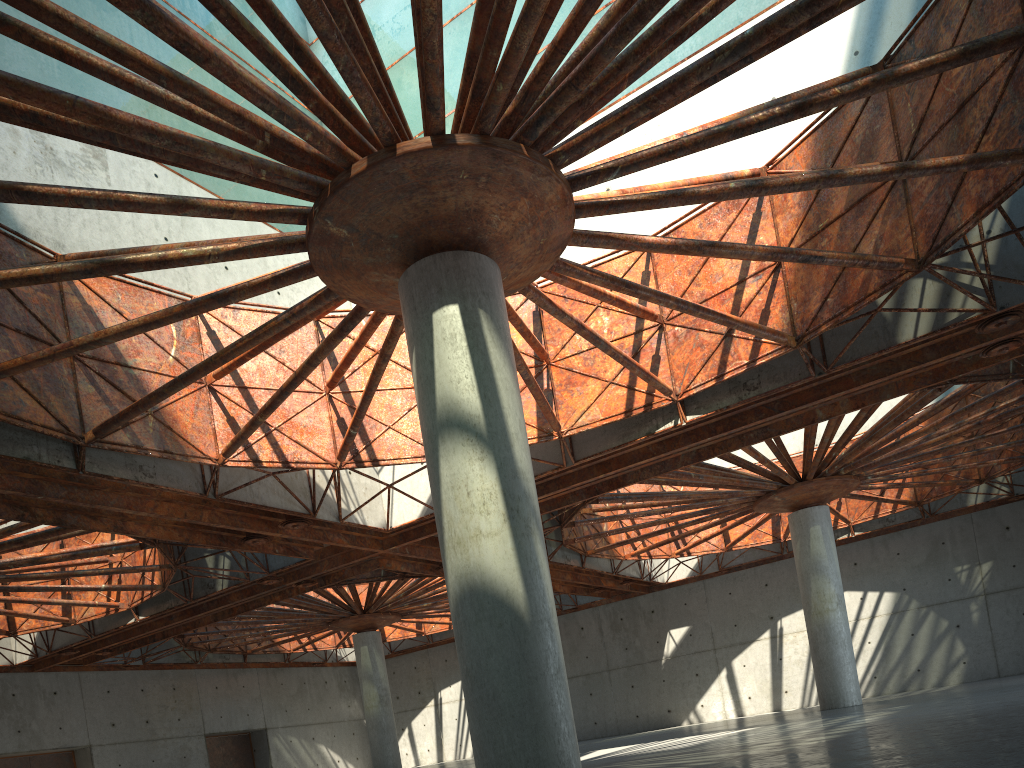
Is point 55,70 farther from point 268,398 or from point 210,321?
point 268,398
